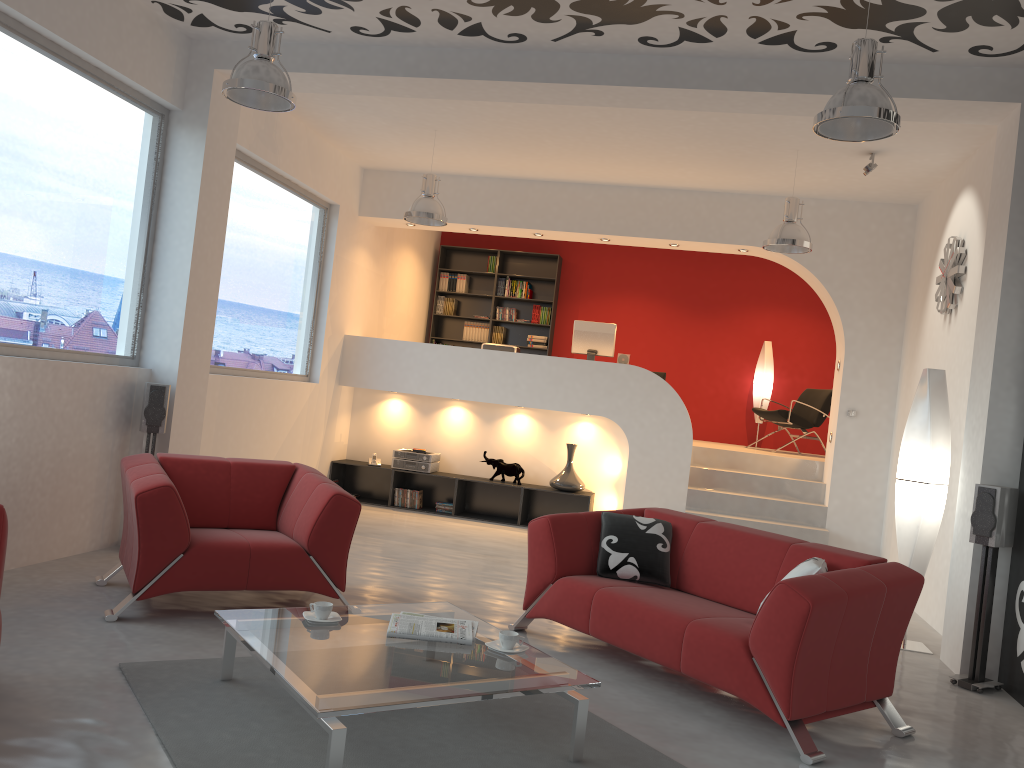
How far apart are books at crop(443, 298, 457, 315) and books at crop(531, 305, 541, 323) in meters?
1.1

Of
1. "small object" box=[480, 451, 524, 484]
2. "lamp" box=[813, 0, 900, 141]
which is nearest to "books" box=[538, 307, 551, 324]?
"small object" box=[480, 451, 524, 484]

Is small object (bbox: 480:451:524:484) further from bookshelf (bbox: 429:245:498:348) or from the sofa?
the sofa

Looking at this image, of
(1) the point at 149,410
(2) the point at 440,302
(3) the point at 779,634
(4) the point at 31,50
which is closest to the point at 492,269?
(2) the point at 440,302

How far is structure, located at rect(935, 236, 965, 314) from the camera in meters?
6.5

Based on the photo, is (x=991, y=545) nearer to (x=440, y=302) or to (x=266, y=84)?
(x=266, y=84)

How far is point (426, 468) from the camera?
9.20m

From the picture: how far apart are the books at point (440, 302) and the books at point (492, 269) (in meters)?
0.81

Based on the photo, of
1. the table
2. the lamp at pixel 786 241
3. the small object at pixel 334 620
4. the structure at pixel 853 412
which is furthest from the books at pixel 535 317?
the small object at pixel 334 620

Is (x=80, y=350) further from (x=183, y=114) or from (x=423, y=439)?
(x=423, y=439)
